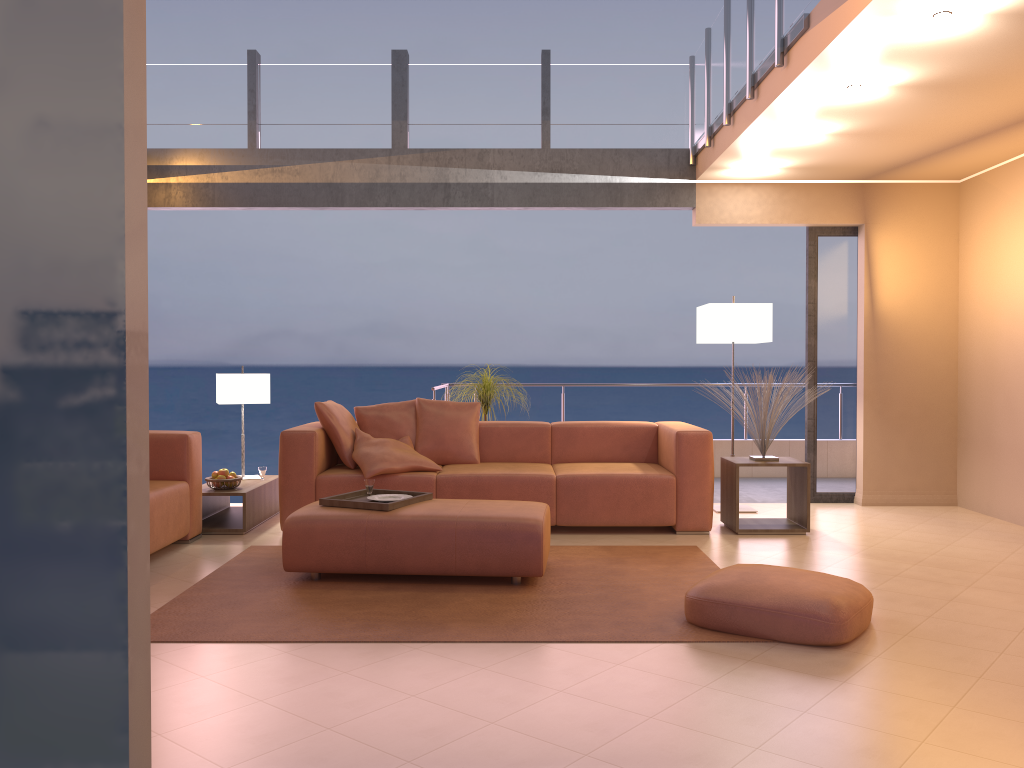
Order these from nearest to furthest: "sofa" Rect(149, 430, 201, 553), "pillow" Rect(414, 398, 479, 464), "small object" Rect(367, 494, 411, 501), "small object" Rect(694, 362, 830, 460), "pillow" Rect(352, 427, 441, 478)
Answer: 1. "small object" Rect(367, 494, 411, 501)
2. "sofa" Rect(149, 430, 201, 553)
3. "pillow" Rect(352, 427, 441, 478)
4. "small object" Rect(694, 362, 830, 460)
5. "pillow" Rect(414, 398, 479, 464)

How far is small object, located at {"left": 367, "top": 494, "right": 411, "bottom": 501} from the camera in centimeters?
472cm

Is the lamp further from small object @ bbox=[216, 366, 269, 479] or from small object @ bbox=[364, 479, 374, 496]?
small object @ bbox=[216, 366, 269, 479]

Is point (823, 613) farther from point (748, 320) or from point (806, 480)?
point (748, 320)

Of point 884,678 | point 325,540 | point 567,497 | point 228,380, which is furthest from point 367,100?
point 884,678

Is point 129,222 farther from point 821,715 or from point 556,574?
point 556,574

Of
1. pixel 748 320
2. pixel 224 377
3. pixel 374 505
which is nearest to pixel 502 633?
pixel 374 505

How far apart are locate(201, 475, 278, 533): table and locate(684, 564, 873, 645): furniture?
3.09m

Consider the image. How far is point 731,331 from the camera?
6.3m

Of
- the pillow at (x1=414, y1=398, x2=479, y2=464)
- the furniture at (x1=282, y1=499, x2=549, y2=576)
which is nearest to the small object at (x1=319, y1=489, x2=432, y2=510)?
the furniture at (x1=282, y1=499, x2=549, y2=576)
